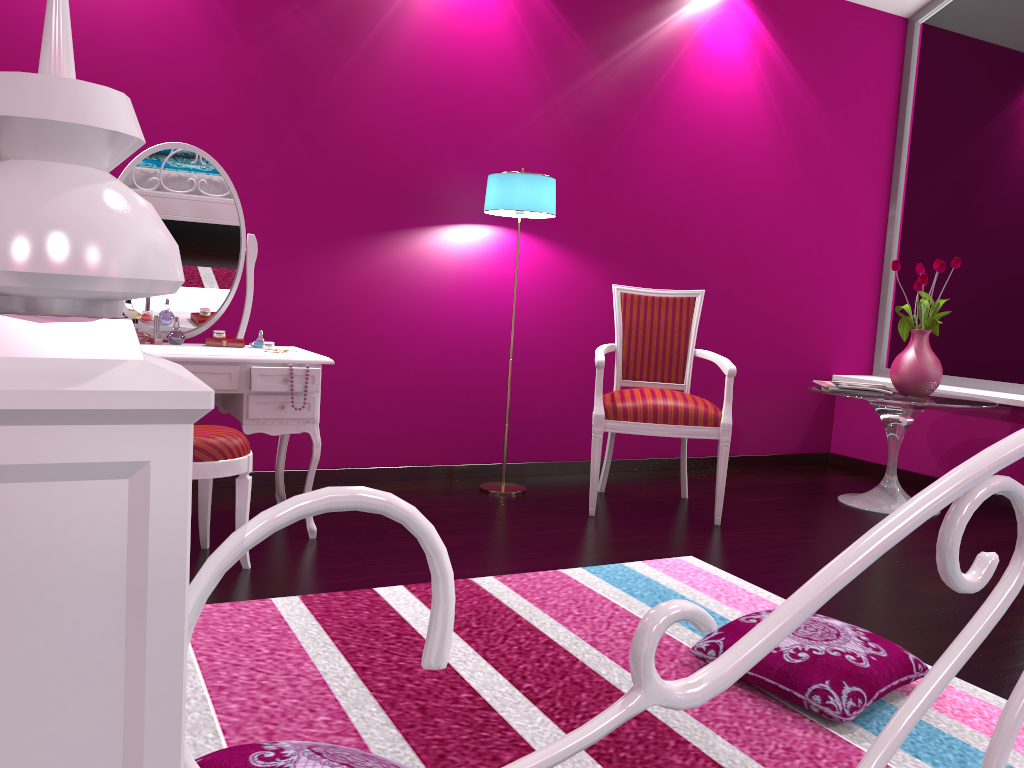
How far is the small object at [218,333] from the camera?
3.0 meters

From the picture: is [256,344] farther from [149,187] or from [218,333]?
[149,187]

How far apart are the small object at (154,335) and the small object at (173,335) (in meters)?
0.04

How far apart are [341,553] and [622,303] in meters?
1.7

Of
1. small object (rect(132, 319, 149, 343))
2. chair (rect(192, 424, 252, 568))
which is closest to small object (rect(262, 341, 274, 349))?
small object (rect(132, 319, 149, 343))

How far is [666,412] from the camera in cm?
335

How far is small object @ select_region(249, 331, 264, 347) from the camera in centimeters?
304cm

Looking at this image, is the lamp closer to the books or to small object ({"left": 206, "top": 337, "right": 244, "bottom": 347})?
small object ({"left": 206, "top": 337, "right": 244, "bottom": 347})

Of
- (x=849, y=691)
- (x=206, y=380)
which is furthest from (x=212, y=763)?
(x=206, y=380)

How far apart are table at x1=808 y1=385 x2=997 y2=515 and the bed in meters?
3.2
